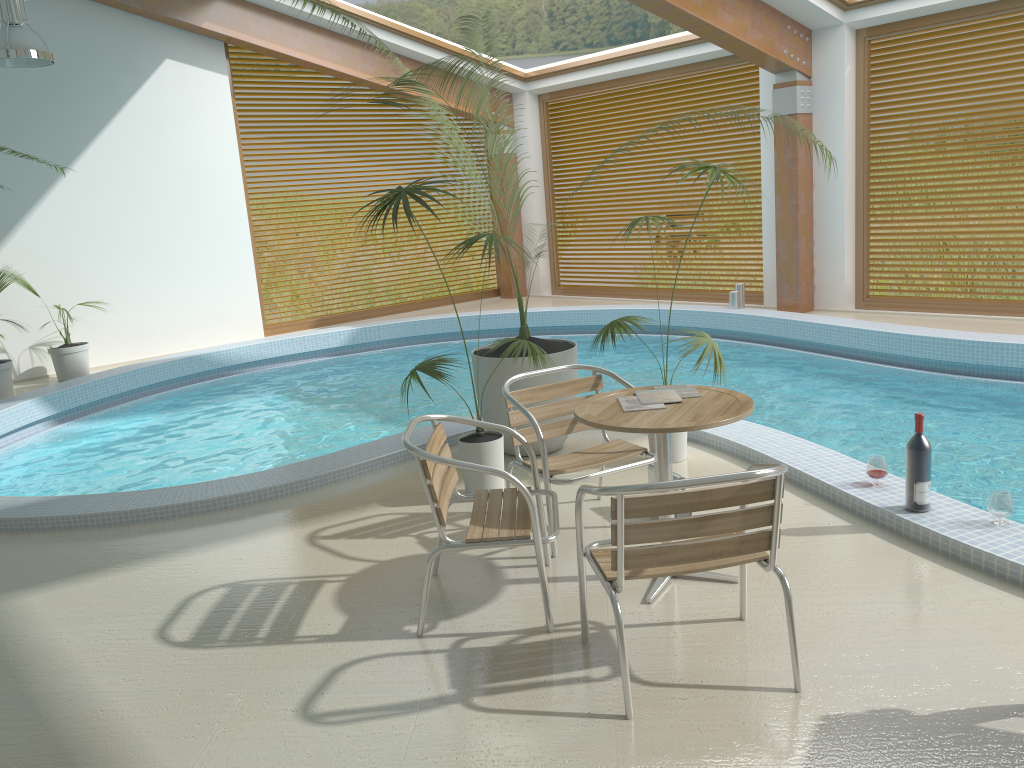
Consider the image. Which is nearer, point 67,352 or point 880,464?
point 880,464

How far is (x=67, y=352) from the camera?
9.4 meters

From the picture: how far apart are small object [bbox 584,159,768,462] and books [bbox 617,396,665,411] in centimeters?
127cm

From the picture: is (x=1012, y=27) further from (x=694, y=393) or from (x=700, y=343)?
(x=694, y=393)

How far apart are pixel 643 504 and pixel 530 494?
0.60m

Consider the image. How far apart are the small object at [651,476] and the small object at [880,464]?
0.93m

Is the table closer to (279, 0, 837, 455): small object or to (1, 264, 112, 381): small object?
(279, 0, 837, 455): small object

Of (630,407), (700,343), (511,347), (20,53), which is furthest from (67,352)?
(630,407)

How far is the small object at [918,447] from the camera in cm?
382

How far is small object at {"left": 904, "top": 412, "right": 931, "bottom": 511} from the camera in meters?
3.8 m
